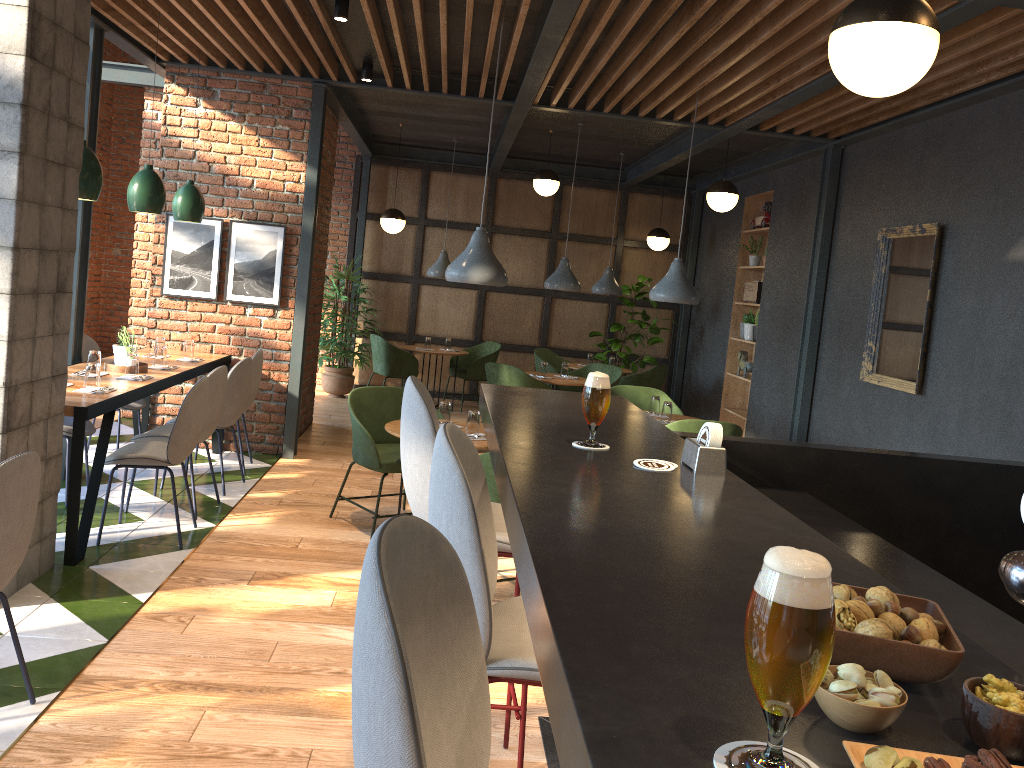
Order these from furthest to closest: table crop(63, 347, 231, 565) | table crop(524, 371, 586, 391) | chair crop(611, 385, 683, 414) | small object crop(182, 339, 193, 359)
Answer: table crop(524, 371, 586, 391) < chair crop(611, 385, 683, 414) < small object crop(182, 339, 193, 359) < table crop(63, 347, 231, 565)

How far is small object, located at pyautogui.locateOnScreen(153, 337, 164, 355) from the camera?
6.3 meters

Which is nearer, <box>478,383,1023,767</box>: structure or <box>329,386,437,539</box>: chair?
<box>478,383,1023,767</box>: structure

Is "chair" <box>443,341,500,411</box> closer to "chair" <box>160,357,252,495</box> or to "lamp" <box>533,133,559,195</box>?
"lamp" <box>533,133,559,195</box>

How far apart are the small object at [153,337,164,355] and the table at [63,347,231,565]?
0.14m

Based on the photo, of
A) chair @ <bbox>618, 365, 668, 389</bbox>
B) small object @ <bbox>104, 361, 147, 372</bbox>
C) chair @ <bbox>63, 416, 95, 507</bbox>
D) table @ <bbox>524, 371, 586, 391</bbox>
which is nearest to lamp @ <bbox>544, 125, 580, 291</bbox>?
table @ <bbox>524, 371, 586, 391</bbox>

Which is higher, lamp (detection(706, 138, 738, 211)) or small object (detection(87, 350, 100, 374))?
lamp (detection(706, 138, 738, 211))

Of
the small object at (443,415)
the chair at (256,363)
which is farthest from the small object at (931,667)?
the chair at (256,363)

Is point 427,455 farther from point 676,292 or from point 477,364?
point 477,364

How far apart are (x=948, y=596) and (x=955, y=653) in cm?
127
